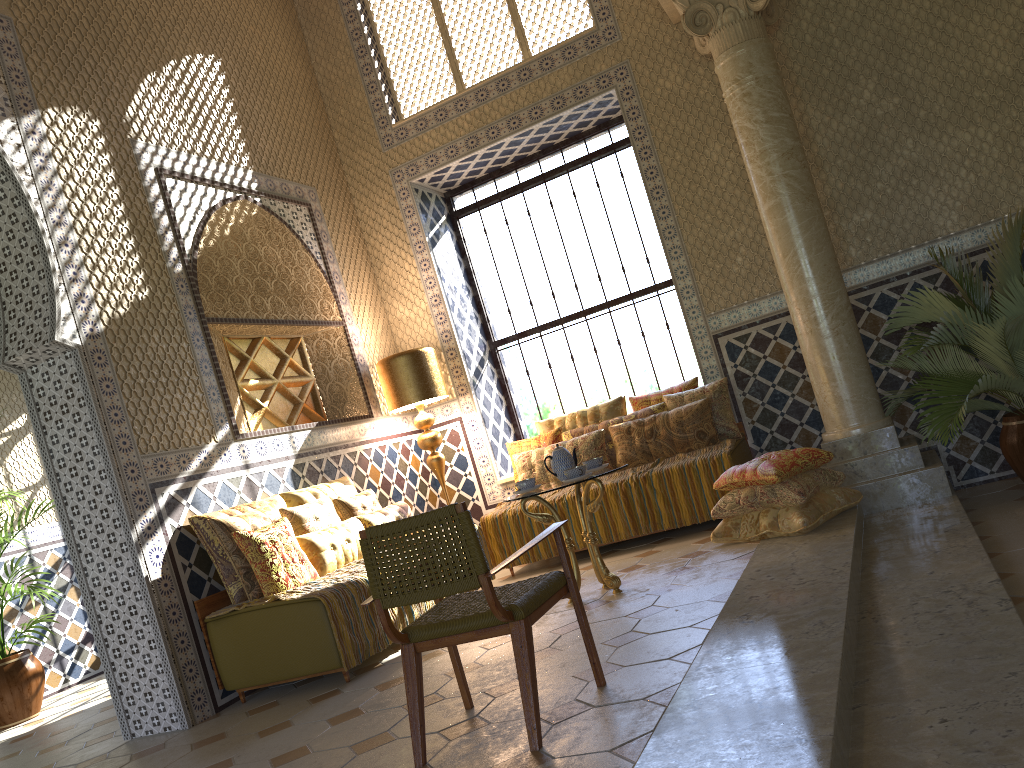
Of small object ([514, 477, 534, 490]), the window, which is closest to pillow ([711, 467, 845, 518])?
small object ([514, 477, 534, 490])

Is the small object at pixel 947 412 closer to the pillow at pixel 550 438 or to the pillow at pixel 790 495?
the pillow at pixel 790 495

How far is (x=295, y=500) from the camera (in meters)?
8.48

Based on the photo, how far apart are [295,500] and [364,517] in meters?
0.7 m

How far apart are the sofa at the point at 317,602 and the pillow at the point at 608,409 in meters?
4.4 m

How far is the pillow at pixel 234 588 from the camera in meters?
7.3

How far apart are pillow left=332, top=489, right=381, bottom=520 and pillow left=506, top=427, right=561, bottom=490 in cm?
203

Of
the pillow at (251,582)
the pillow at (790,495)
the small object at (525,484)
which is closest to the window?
the pillow at (790,495)

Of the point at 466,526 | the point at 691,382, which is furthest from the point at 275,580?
the point at 691,382

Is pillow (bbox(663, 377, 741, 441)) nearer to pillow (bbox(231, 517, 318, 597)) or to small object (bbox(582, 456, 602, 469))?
small object (bbox(582, 456, 602, 469))
